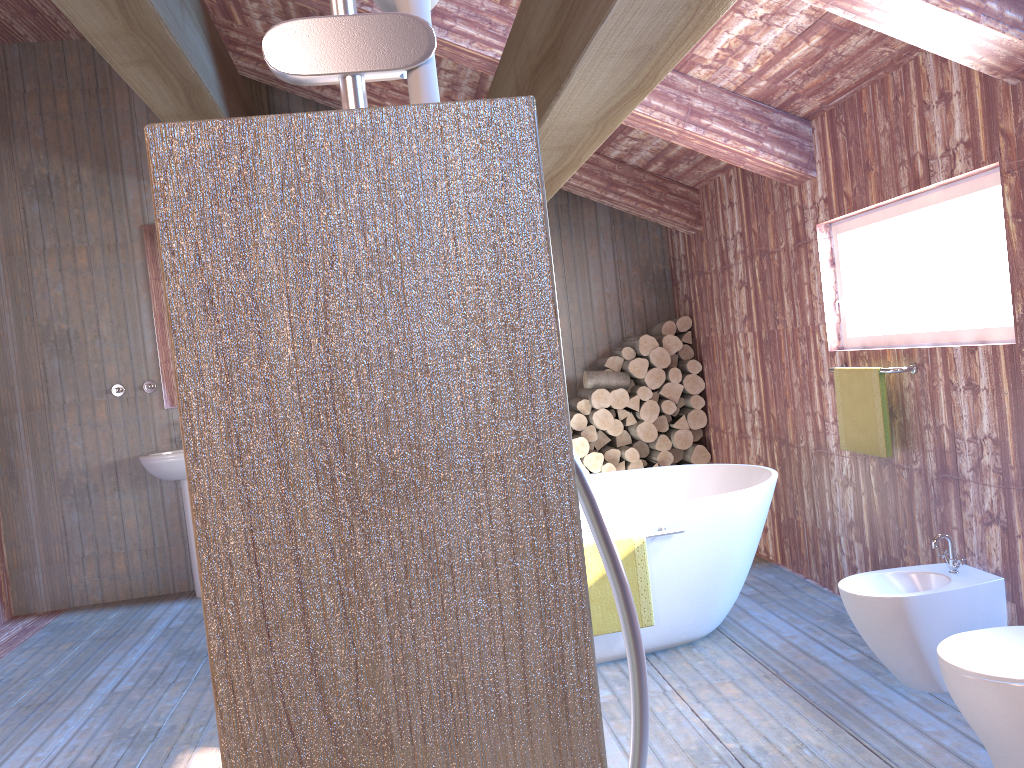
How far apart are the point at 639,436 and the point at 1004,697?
3.6 meters

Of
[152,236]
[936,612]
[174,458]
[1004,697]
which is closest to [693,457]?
[936,612]

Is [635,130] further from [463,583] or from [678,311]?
[463,583]

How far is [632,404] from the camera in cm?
573

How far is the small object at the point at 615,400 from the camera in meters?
5.7 m

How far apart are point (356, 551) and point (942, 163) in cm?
311

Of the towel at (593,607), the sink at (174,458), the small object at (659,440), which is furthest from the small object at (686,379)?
the sink at (174,458)

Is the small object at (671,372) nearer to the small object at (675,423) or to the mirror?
the small object at (675,423)

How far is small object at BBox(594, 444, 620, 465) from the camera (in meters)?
5.79

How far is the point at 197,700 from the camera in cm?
376
